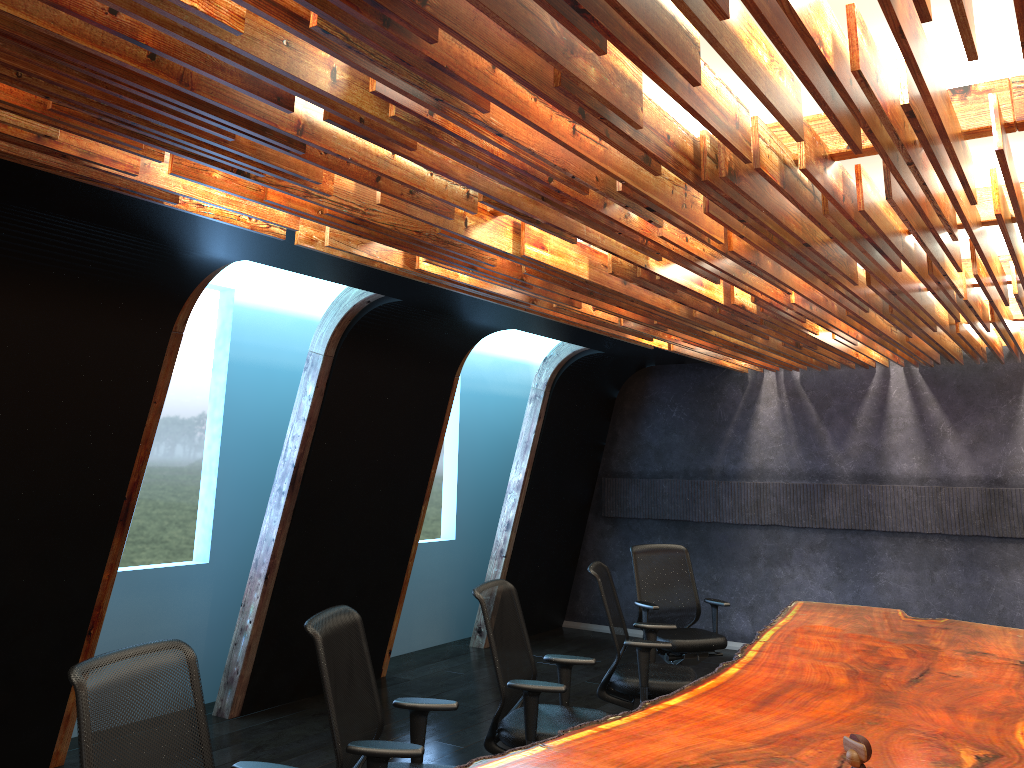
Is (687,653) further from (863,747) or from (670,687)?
(863,747)

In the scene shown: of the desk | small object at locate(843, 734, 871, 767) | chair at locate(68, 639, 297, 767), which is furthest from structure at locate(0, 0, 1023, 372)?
the desk

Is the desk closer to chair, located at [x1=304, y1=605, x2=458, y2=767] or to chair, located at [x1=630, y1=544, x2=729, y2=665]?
chair, located at [x1=304, y1=605, x2=458, y2=767]

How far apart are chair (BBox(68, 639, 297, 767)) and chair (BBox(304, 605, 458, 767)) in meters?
0.4

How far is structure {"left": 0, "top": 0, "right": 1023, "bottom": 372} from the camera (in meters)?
2.21

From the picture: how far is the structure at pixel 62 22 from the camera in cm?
221

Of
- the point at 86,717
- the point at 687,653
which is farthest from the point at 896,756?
the point at 687,653

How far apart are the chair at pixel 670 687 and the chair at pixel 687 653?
0.8m

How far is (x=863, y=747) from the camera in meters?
2.8

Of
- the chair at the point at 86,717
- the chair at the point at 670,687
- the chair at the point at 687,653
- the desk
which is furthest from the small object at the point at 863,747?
the chair at the point at 687,653
